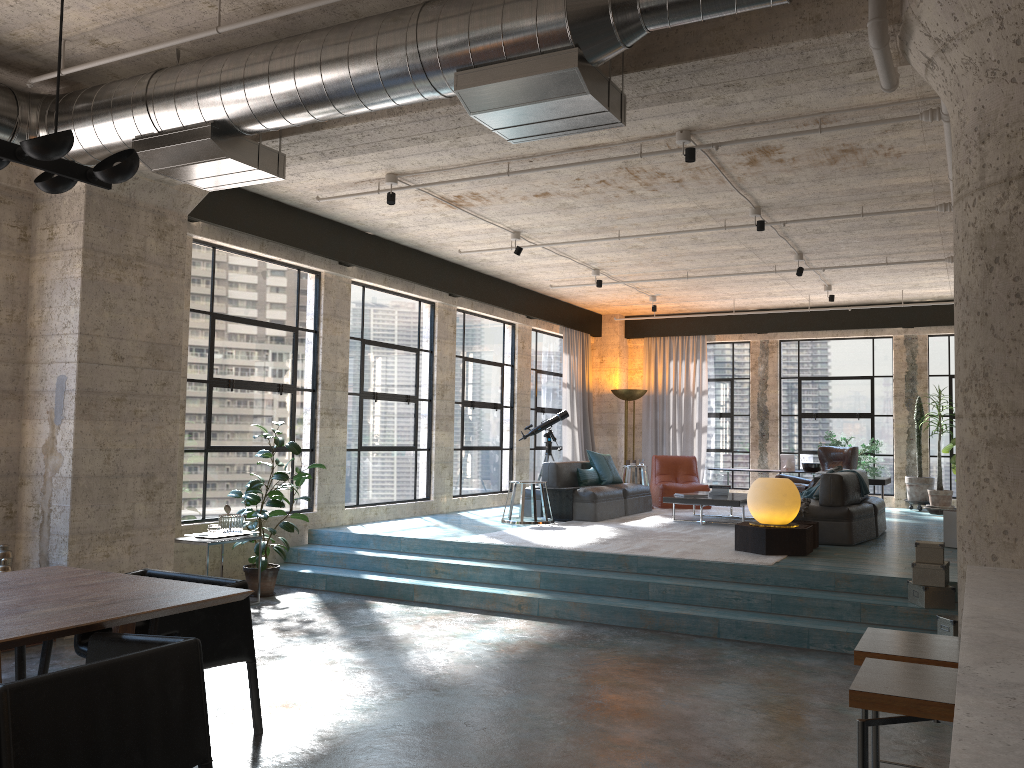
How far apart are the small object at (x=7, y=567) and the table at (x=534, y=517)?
5.3m

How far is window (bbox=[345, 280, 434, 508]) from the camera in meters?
10.0

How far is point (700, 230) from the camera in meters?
9.0

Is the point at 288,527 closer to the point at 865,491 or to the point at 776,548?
the point at 776,548

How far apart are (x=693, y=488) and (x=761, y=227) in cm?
528

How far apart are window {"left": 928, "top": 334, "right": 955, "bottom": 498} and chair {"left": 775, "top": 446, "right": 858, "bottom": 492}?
2.6m

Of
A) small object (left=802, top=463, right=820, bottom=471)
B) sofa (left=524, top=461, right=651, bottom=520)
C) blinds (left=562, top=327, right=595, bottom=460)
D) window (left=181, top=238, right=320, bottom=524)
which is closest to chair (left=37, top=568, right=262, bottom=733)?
window (left=181, top=238, right=320, bottom=524)

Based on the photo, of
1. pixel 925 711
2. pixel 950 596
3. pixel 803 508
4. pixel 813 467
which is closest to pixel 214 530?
pixel 803 508

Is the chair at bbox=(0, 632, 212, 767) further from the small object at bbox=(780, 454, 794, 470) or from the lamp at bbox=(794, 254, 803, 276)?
the small object at bbox=(780, 454, 794, 470)

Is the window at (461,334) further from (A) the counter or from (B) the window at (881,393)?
(A) the counter
